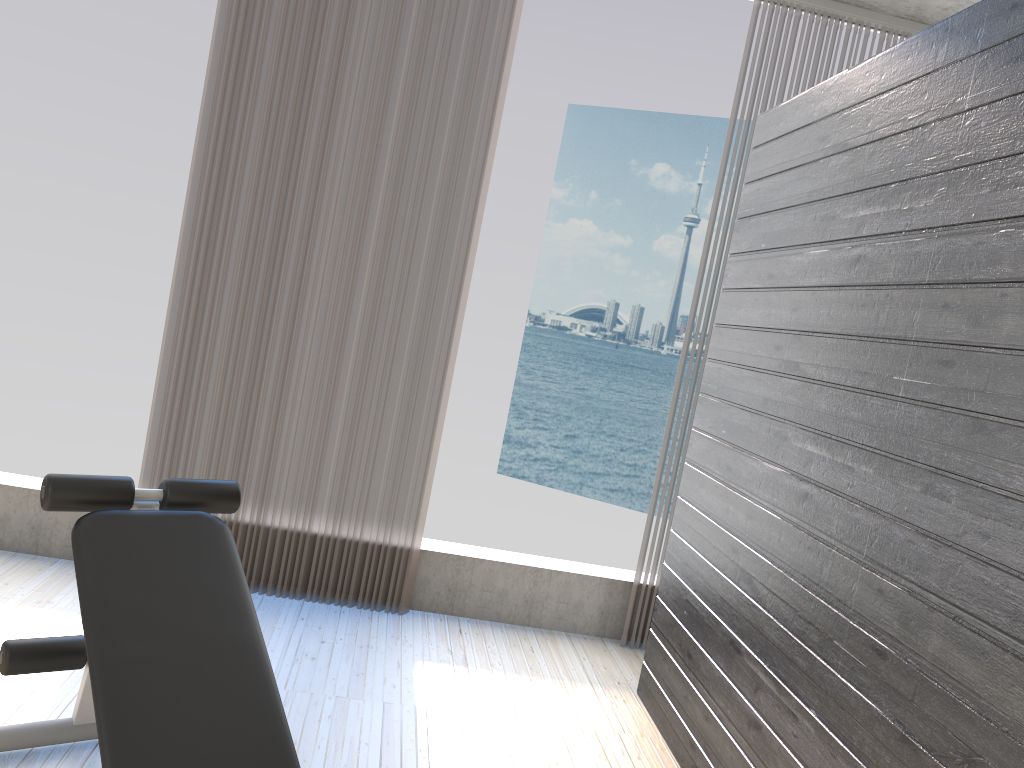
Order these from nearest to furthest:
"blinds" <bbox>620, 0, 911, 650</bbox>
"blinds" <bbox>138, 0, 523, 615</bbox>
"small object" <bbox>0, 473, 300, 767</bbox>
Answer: "small object" <bbox>0, 473, 300, 767</bbox> → "blinds" <bbox>138, 0, 523, 615</bbox> → "blinds" <bbox>620, 0, 911, 650</bbox>

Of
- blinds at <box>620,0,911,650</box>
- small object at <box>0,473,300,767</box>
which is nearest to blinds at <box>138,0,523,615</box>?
blinds at <box>620,0,911,650</box>

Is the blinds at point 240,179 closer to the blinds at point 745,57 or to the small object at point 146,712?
the blinds at point 745,57

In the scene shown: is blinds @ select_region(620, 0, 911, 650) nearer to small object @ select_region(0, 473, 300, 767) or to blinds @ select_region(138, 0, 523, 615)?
blinds @ select_region(138, 0, 523, 615)

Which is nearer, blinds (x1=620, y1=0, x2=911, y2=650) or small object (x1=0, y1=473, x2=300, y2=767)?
small object (x1=0, y1=473, x2=300, y2=767)

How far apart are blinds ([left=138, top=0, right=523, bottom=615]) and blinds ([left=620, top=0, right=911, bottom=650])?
0.9m

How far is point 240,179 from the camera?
3.4 meters

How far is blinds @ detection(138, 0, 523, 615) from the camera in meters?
3.4

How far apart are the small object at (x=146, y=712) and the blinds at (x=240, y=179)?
1.3m

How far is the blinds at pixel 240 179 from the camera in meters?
3.4
